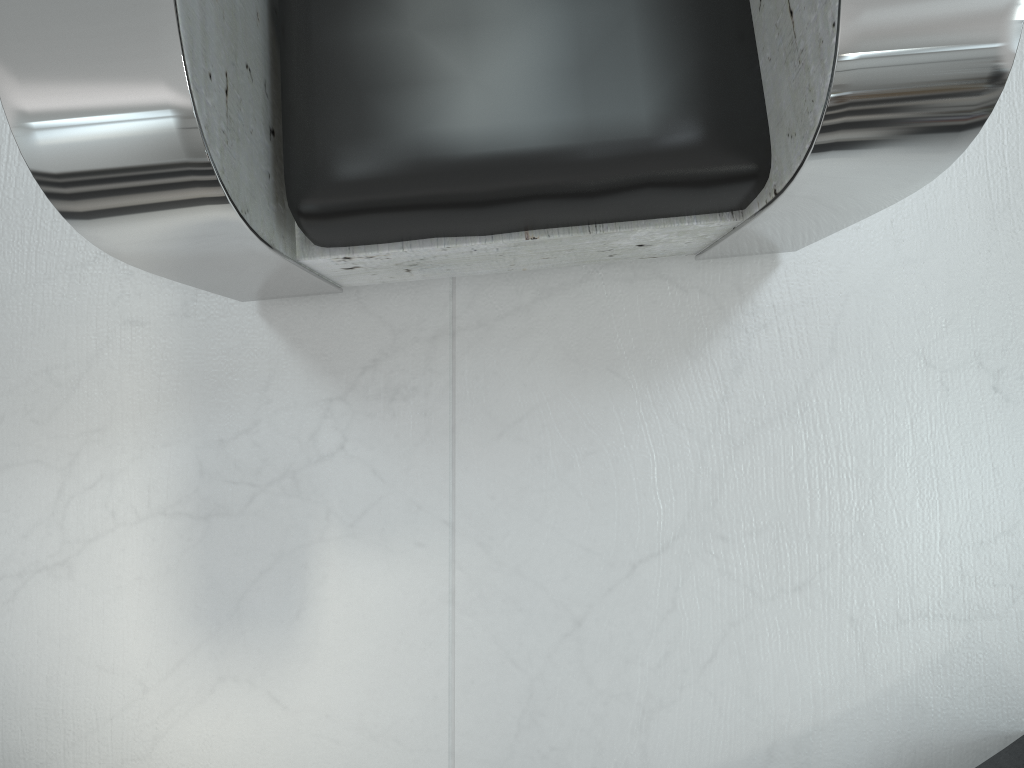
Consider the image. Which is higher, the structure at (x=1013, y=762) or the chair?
the chair

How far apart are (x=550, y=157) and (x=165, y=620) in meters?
0.9

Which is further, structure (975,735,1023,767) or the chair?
structure (975,735,1023,767)

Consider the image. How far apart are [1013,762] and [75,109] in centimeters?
145cm

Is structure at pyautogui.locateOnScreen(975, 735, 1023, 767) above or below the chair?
below

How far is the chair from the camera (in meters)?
0.70

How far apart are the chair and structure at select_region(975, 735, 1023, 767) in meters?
0.8

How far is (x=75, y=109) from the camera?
0.70m

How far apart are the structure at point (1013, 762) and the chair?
0.8m

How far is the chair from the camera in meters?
0.7 m
